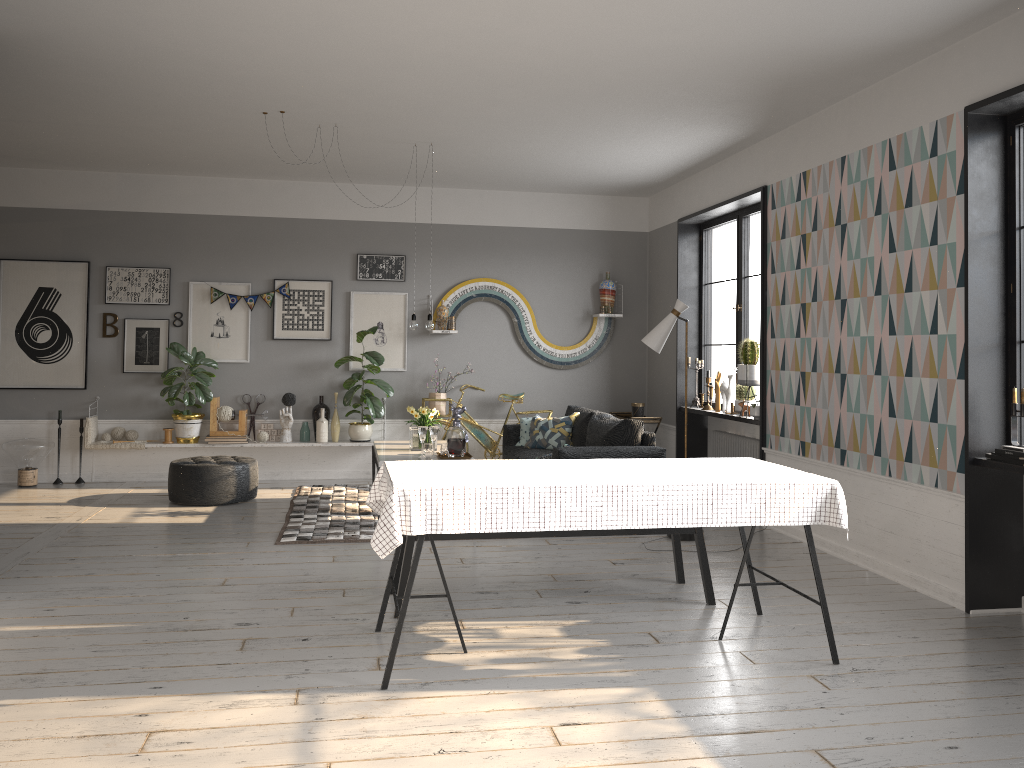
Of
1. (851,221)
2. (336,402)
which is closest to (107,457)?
(336,402)

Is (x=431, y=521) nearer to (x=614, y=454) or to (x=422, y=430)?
(x=422, y=430)

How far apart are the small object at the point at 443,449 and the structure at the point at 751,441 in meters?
2.7 m

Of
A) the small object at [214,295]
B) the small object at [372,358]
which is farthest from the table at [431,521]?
the small object at [214,295]

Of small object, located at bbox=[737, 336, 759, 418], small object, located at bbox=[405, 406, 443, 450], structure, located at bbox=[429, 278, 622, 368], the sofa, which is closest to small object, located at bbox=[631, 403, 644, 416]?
the sofa

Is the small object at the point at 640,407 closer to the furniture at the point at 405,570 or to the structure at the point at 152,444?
the structure at the point at 152,444

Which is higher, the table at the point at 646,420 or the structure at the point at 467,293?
the structure at the point at 467,293

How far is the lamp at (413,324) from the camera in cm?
716

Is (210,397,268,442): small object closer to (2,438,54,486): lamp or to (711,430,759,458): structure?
(2,438,54,486): lamp

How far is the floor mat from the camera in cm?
616
